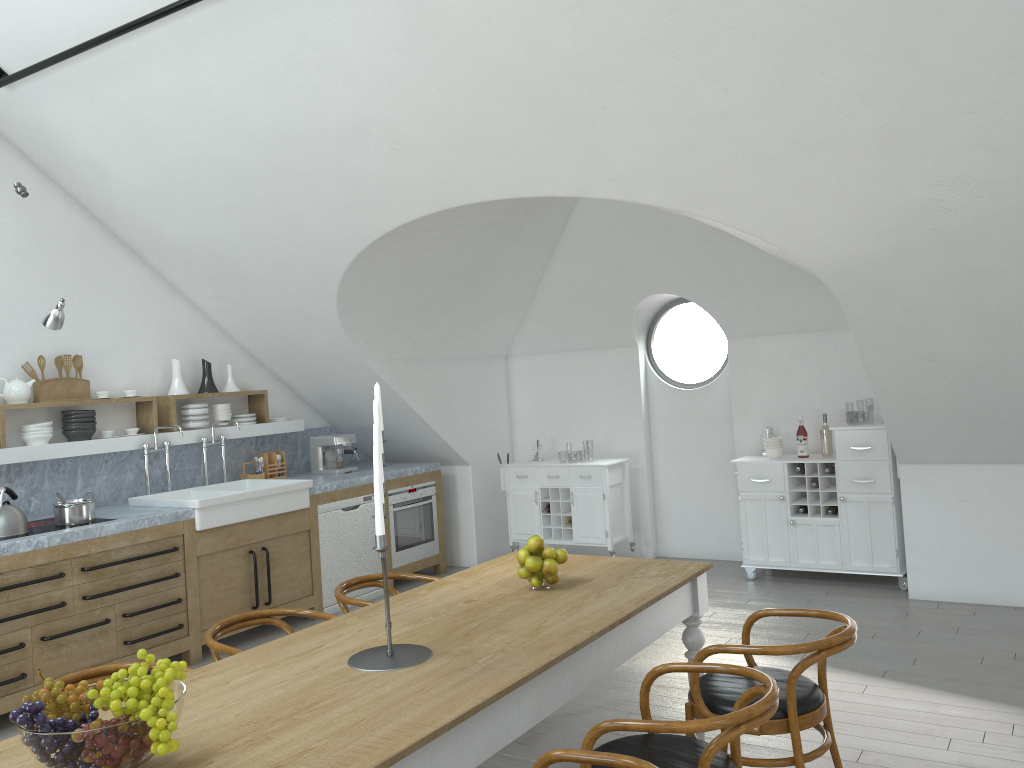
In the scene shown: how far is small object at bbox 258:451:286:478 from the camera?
7.1m

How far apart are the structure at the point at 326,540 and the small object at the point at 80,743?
4.4 meters

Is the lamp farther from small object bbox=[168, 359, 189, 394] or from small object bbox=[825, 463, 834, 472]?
small object bbox=[825, 463, 834, 472]

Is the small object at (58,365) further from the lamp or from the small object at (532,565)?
the small object at (532,565)

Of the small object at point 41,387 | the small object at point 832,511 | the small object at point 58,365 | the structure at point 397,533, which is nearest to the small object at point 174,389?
the small object at point 41,387

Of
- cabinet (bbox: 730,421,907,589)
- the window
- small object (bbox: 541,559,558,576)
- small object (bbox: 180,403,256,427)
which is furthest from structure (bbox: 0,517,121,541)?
the window

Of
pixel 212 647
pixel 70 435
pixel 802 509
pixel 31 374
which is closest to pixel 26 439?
pixel 70 435

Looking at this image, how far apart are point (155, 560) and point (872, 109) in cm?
463

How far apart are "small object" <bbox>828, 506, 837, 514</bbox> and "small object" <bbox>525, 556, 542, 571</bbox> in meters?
3.7

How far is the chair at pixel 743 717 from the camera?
2.4m
